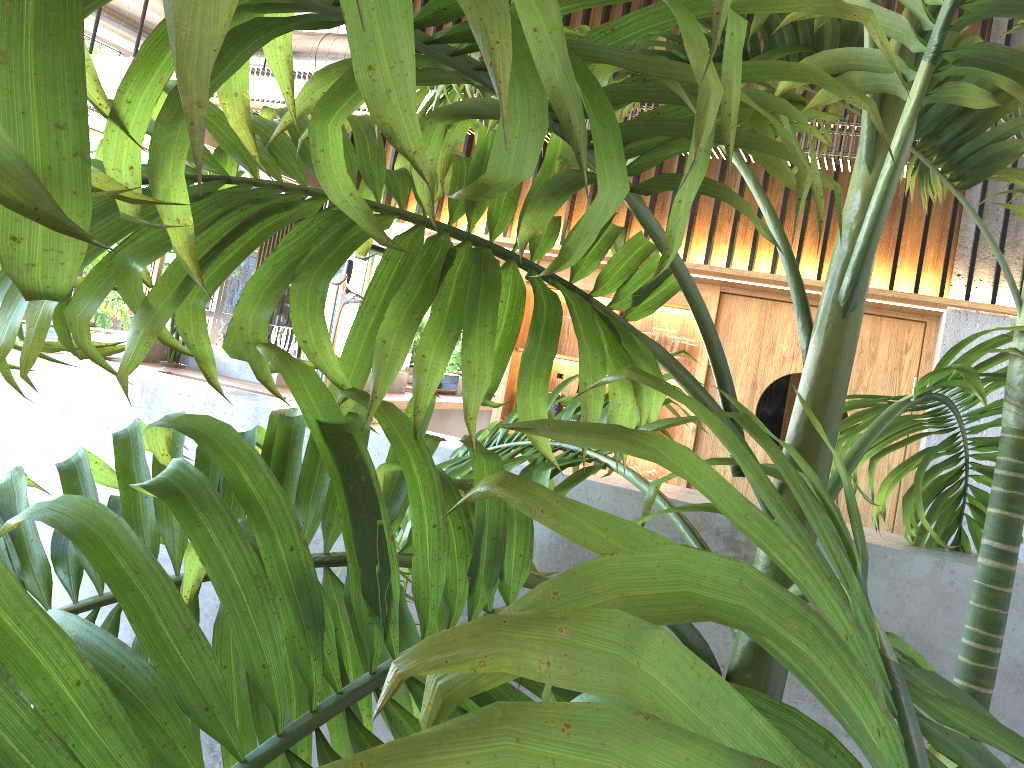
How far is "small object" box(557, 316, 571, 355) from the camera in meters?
4.7

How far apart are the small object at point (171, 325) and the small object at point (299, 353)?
0.7m

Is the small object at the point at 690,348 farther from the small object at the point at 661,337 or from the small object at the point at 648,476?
the small object at the point at 648,476

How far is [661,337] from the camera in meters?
4.6 m

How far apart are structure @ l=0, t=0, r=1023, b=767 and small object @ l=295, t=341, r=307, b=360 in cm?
360

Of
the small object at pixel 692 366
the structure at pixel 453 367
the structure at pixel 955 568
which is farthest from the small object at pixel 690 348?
the structure at pixel 453 367

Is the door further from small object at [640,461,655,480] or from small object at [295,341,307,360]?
Result: small object at [295,341,307,360]

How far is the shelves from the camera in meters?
4.5

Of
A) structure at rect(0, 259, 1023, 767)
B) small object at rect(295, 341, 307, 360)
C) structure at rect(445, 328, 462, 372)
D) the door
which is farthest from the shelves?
structure at rect(445, 328, 462, 372)

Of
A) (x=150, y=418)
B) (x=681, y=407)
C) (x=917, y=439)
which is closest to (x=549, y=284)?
(x=917, y=439)
